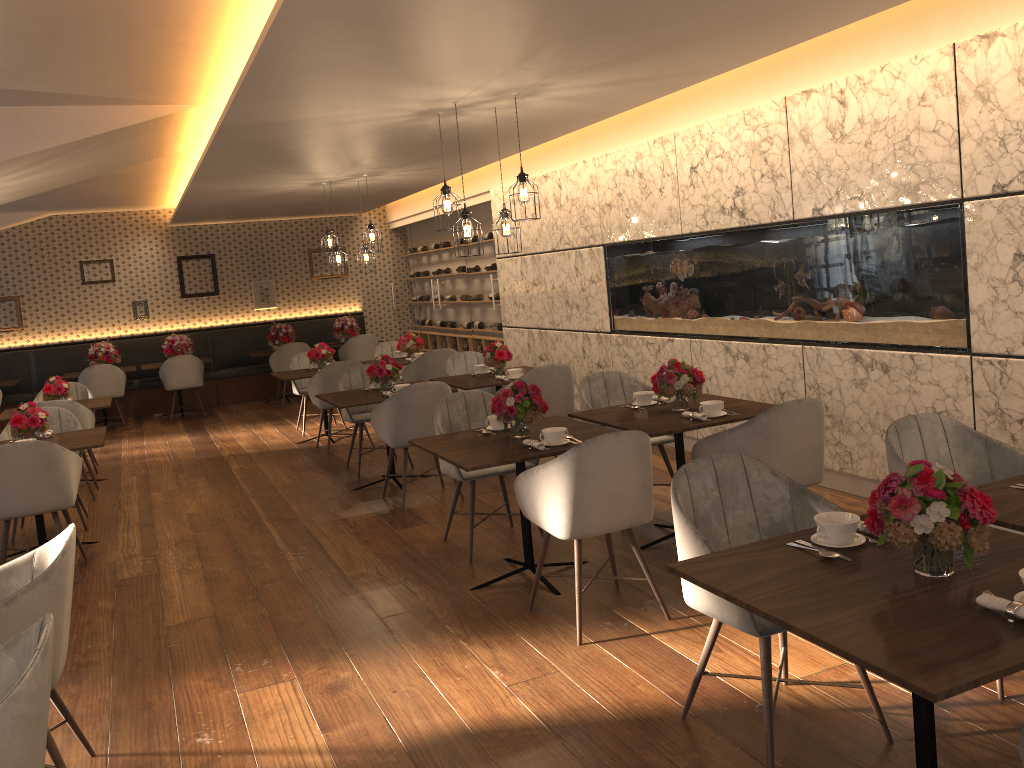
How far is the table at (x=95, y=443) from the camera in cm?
563

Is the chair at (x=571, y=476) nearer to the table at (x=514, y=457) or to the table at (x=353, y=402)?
the table at (x=514, y=457)

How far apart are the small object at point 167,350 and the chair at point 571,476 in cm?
916

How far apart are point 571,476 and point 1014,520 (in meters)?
1.63

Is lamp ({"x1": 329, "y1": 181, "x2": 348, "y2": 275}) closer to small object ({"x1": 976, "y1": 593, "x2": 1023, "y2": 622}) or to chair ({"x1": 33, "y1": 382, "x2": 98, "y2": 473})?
chair ({"x1": 33, "y1": 382, "x2": 98, "y2": 473})

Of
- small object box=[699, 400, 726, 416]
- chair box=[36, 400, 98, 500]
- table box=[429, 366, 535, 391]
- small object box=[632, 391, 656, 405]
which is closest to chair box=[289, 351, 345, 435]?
chair box=[36, 400, 98, 500]

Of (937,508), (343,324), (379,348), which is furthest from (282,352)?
(937,508)

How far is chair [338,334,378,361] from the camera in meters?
12.2 m

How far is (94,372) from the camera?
11.0m

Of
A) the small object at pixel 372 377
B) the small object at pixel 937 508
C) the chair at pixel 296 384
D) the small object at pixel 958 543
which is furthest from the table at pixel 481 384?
the small object at pixel 937 508
